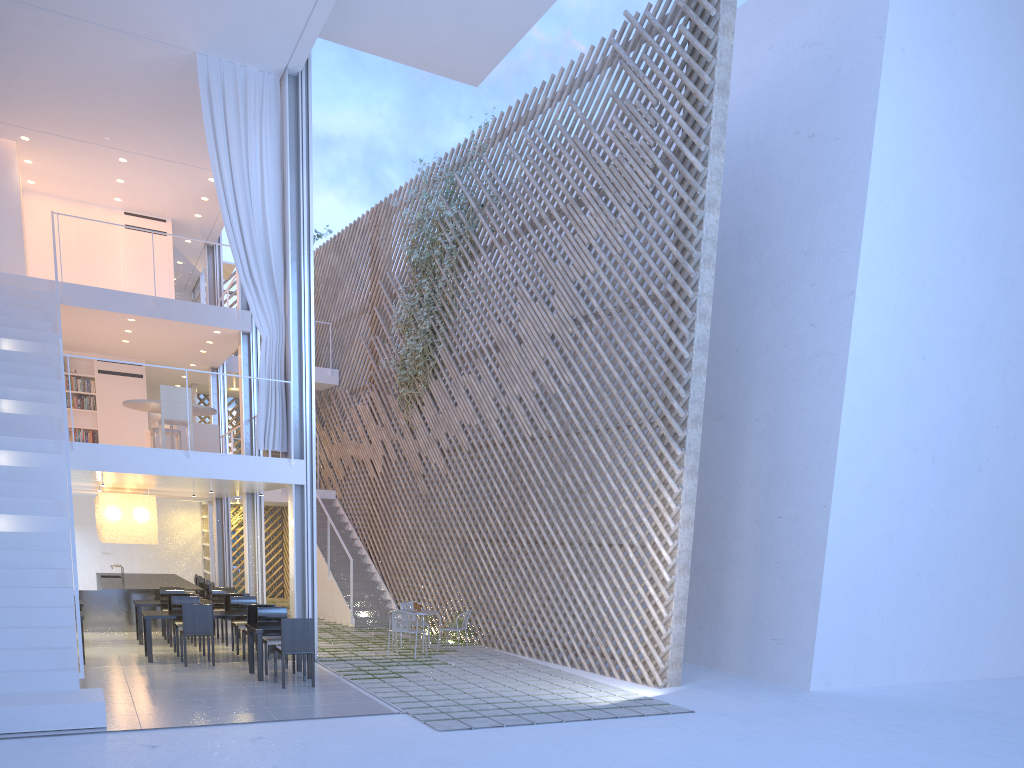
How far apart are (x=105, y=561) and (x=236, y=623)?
5.2 meters

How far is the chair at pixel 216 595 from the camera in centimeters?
694cm

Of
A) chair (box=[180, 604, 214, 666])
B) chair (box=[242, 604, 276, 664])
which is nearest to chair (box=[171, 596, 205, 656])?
chair (box=[180, 604, 214, 666])

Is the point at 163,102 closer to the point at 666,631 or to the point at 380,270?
the point at 380,270

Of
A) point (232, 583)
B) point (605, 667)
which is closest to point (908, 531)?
point (605, 667)

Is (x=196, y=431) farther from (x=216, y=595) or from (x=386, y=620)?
(x=386, y=620)

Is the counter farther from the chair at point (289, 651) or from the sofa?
the chair at point (289, 651)

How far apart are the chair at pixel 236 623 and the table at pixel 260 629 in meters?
0.8

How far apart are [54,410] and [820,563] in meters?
5.3

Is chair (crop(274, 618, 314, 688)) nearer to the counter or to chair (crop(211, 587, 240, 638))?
chair (crop(211, 587, 240, 638))
